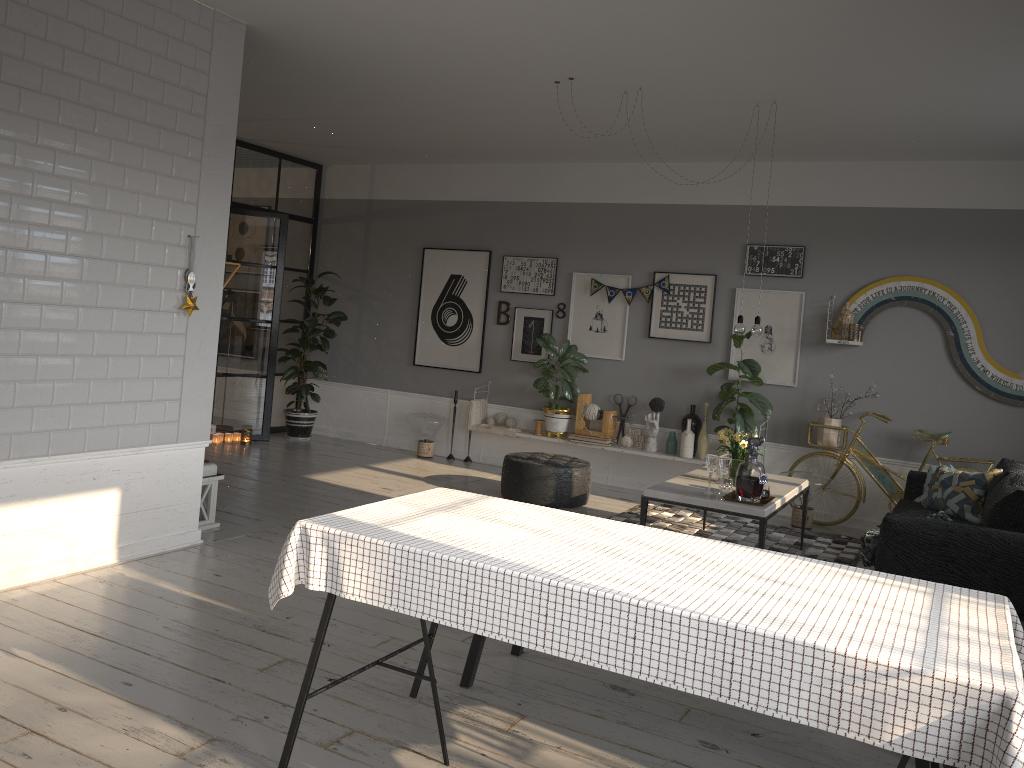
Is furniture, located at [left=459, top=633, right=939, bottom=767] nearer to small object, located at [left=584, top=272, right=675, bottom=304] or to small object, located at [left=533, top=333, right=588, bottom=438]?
small object, located at [left=533, top=333, right=588, bottom=438]

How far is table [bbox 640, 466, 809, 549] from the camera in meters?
5.0

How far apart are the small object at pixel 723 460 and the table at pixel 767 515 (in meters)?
0.15

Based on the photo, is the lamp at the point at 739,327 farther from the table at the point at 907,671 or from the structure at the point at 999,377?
the table at the point at 907,671

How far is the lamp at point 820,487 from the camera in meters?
6.9

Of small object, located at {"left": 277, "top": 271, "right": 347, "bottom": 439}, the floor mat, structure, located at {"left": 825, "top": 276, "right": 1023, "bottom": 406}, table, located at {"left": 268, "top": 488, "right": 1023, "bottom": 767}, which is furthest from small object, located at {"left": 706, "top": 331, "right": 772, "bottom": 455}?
table, located at {"left": 268, "top": 488, "right": 1023, "bottom": 767}

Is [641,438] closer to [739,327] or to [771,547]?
[771,547]

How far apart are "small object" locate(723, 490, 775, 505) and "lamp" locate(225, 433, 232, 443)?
5.3 meters

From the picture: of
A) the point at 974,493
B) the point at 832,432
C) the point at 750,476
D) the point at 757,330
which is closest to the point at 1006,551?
the point at 750,476

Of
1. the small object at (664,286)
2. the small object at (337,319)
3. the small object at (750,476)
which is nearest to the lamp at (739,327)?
the small object at (750,476)
